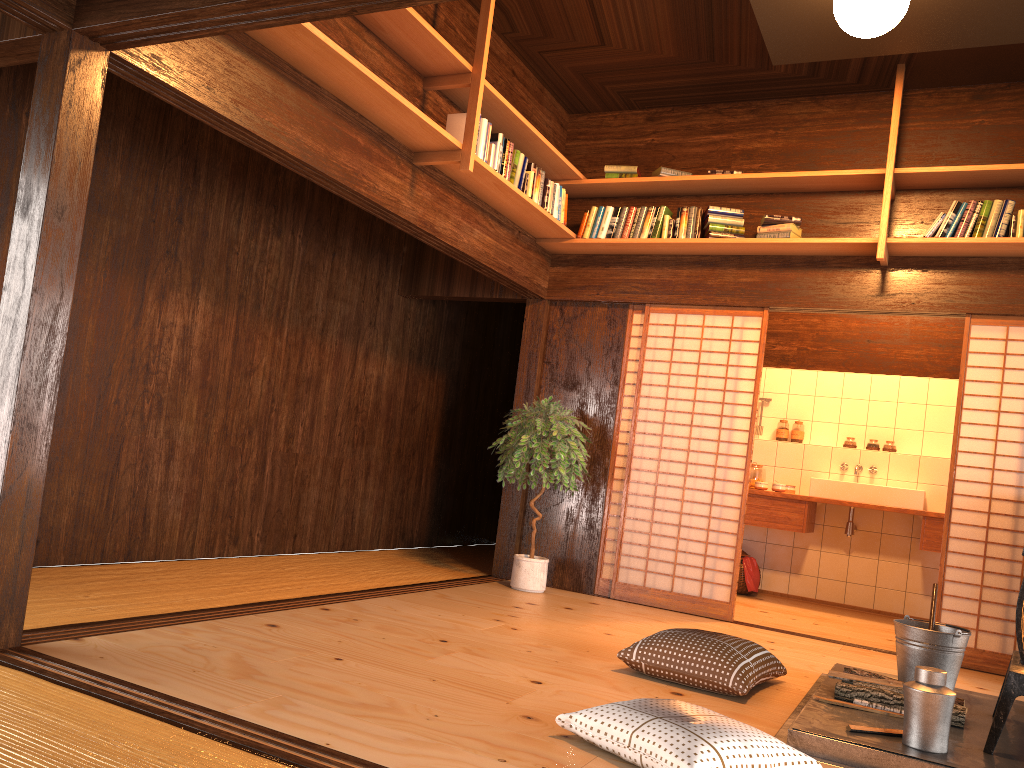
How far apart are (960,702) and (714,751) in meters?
Answer: 1.6

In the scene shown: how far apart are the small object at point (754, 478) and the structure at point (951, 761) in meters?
3.4

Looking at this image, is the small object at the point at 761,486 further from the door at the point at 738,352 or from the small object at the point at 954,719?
the small object at the point at 954,719

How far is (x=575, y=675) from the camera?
3.5 meters

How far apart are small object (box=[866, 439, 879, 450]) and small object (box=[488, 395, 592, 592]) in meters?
3.0 m

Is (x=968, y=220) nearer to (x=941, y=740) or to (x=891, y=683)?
(x=891, y=683)

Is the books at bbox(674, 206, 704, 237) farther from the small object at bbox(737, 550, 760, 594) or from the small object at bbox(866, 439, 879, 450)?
the small object at bbox(737, 550, 760, 594)

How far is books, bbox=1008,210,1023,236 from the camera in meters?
4.9 m

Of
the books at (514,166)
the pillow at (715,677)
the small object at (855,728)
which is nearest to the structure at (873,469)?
the pillow at (715,677)

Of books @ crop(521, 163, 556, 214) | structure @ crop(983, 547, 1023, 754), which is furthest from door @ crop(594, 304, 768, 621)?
structure @ crop(983, 547, 1023, 754)
